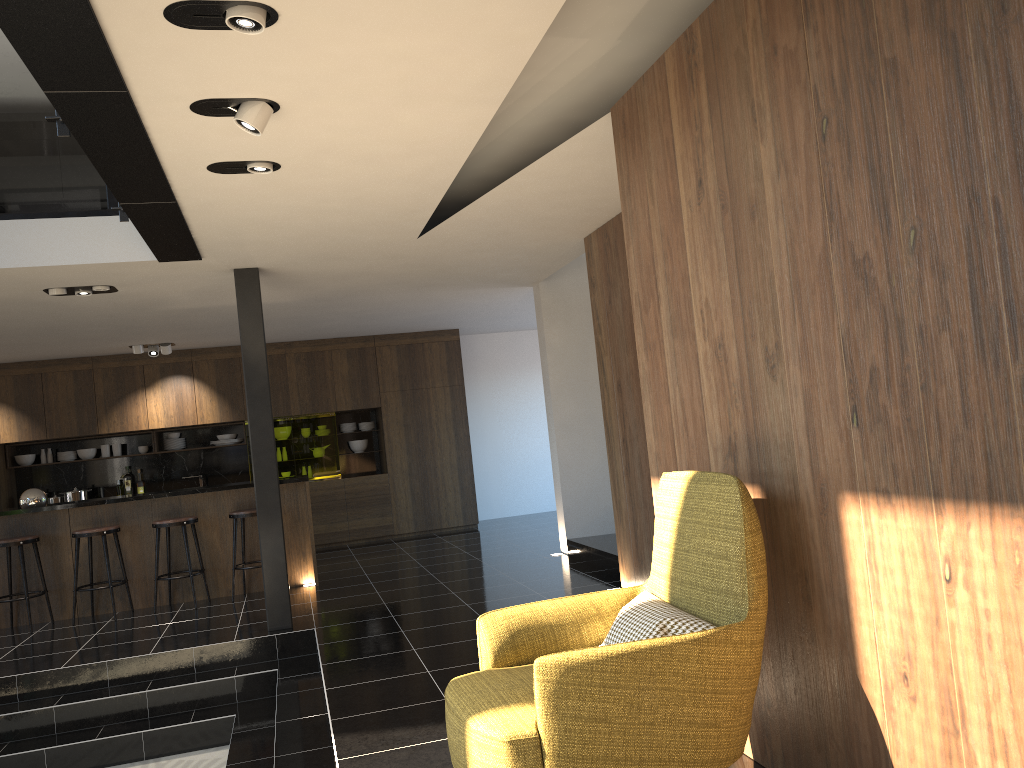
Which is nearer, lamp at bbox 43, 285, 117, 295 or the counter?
lamp at bbox 43, 285, 117, 295

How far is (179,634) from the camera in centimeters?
673cm

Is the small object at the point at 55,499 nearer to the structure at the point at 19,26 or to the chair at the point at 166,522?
the chair at the point at 166,522

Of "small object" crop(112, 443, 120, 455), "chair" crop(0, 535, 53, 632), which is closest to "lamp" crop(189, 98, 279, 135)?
"chair" crop(0, 535, 53, 632)

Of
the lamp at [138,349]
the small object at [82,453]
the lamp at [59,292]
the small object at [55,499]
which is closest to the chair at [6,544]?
the lamp at [59,292]

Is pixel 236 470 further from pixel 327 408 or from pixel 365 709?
pixel 365 709

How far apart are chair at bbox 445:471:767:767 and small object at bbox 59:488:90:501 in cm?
933

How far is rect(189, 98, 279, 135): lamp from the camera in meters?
3.5

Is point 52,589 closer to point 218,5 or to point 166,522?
point 166,522

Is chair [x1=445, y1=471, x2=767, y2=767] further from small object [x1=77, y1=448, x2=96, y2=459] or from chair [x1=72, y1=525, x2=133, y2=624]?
small object [x1=77, y1=448, x2=96, y2=459]
